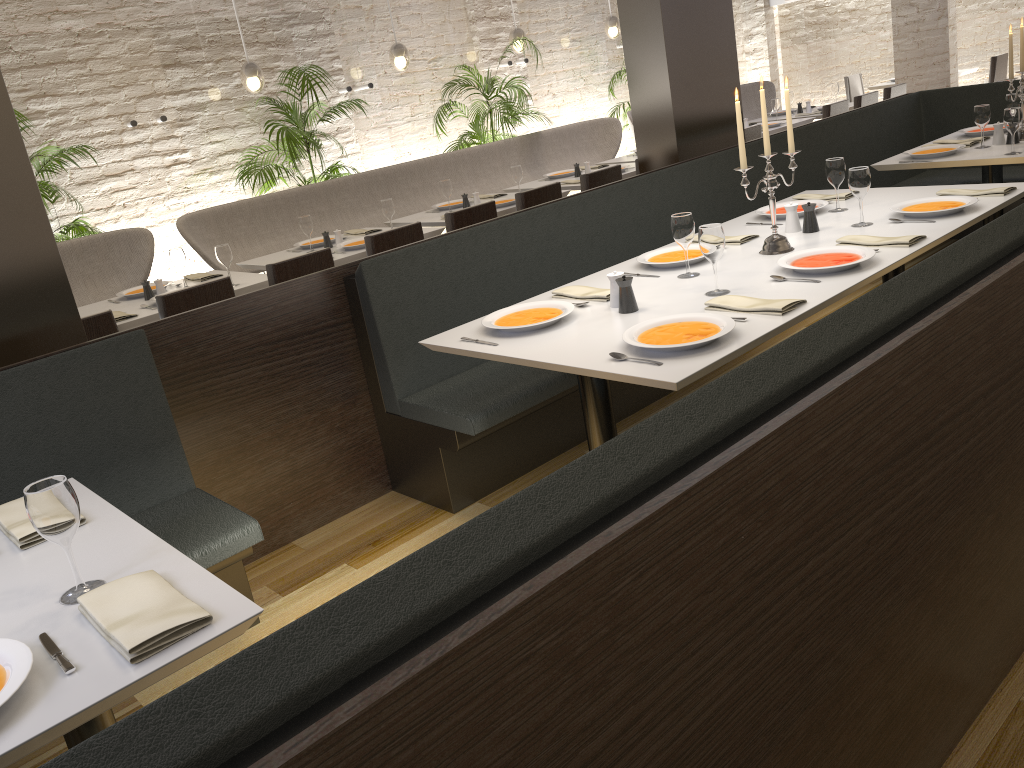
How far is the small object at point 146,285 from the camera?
4.9 meters

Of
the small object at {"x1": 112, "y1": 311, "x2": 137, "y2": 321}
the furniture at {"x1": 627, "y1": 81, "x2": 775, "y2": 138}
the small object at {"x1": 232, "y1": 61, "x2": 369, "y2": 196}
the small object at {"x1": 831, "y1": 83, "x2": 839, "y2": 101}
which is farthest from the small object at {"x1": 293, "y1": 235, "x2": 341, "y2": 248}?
the furniture at {"x1": 627, "y1": 81, "x2": 775, "y2": 138}

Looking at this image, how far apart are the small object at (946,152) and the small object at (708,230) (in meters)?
2.56

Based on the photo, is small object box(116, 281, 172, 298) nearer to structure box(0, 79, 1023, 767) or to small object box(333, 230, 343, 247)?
small object box(333, 230, 343, 247)

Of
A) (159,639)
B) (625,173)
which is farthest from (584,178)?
(159,639)

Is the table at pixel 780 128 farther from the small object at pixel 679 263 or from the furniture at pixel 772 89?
the small object at pixel 679 263

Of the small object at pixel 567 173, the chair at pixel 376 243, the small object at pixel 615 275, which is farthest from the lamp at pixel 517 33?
the small object at pixel 615 275

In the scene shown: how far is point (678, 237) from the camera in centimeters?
317cm

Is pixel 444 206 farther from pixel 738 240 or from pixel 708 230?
pixel 708 230

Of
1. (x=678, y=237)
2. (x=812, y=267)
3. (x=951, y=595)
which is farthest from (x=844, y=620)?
(x=678, y=237)
